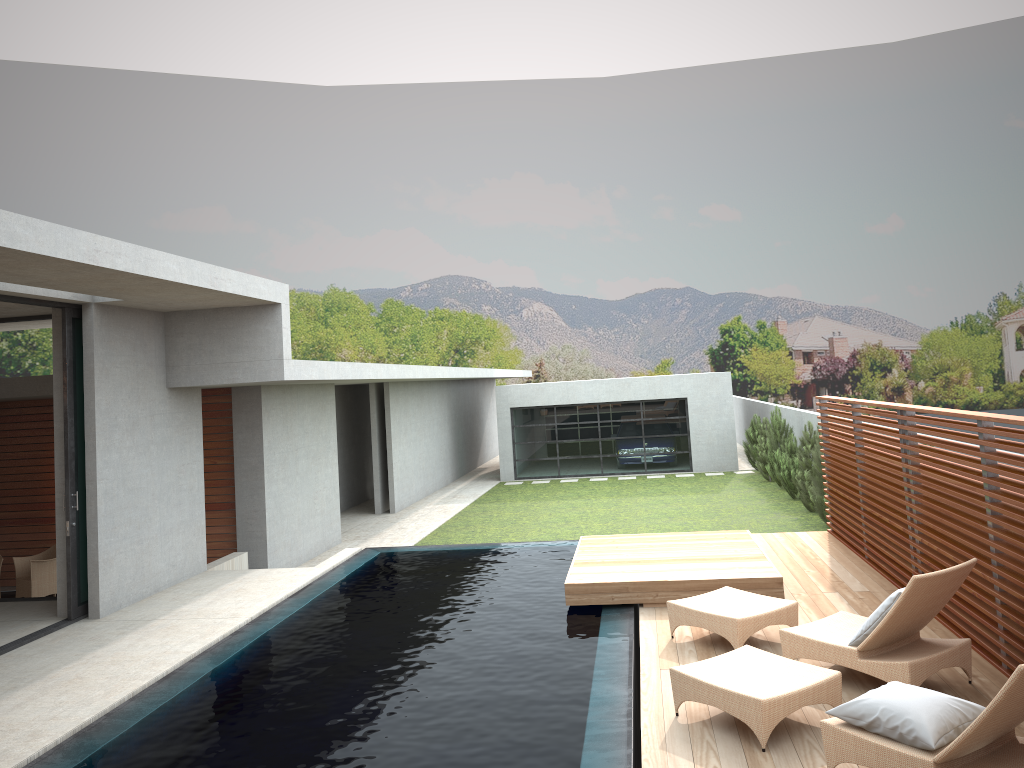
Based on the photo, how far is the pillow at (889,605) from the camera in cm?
577

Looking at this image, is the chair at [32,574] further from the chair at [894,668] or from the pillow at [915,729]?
the pillow at [915,729]

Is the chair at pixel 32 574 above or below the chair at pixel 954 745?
below

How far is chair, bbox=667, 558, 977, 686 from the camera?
5.7m

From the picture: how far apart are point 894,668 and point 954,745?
1.6 meters

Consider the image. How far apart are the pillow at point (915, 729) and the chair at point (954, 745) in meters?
0.0 m

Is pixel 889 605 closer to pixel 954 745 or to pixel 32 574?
pixel 954 745

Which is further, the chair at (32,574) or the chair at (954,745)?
the chair at (32,574)

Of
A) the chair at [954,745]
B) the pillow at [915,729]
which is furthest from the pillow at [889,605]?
the pillow at [915,729]

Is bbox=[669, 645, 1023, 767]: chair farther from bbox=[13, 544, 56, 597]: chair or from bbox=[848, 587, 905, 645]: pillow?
bbox=[13, 544, 56, 597]: chair
